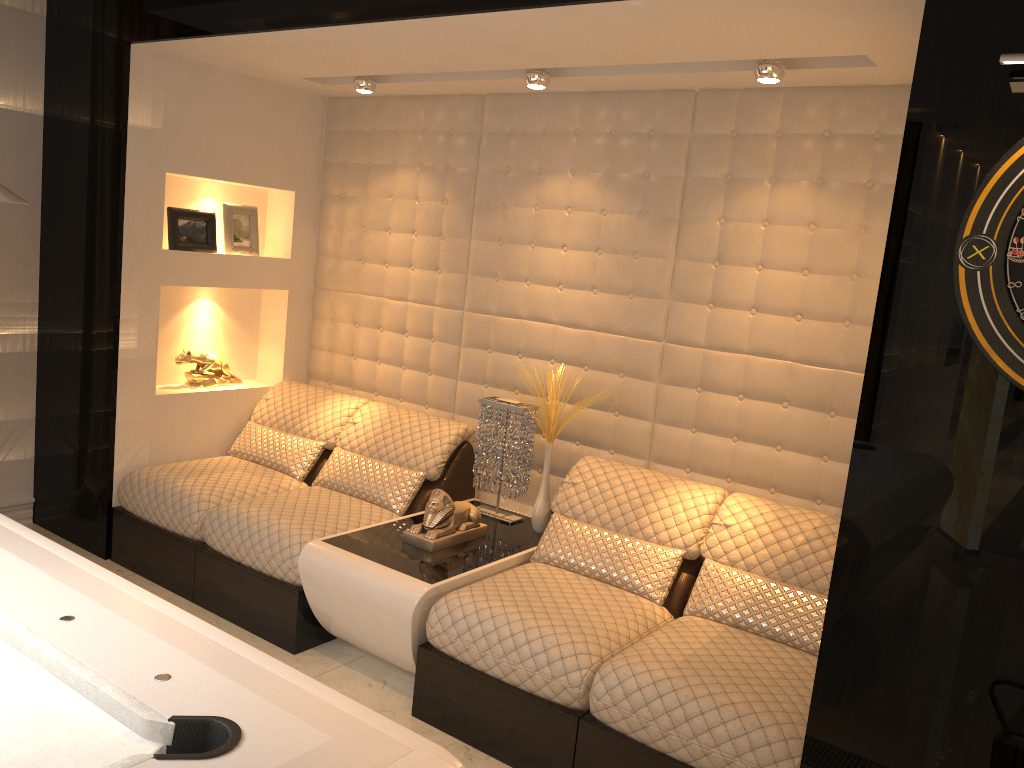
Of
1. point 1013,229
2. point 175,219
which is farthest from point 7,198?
point 175,219

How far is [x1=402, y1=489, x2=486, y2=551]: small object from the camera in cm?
341

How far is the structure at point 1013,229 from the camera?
1.9 meters

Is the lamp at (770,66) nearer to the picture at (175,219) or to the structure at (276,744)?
the structure at (276,744)

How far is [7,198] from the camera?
1.32m

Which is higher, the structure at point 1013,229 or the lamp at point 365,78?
the lamp at point 365,78

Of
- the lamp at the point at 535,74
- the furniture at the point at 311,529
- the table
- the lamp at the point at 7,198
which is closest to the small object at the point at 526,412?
the table

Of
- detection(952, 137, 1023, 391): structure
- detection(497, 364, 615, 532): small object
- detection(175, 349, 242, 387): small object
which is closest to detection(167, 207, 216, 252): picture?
detection(175, 349, 242, 387): small object

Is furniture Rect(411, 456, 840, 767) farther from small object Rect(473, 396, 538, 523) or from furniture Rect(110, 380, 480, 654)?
furniture Rect(110, 380, 480, 654)

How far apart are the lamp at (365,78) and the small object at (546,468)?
1.7m
